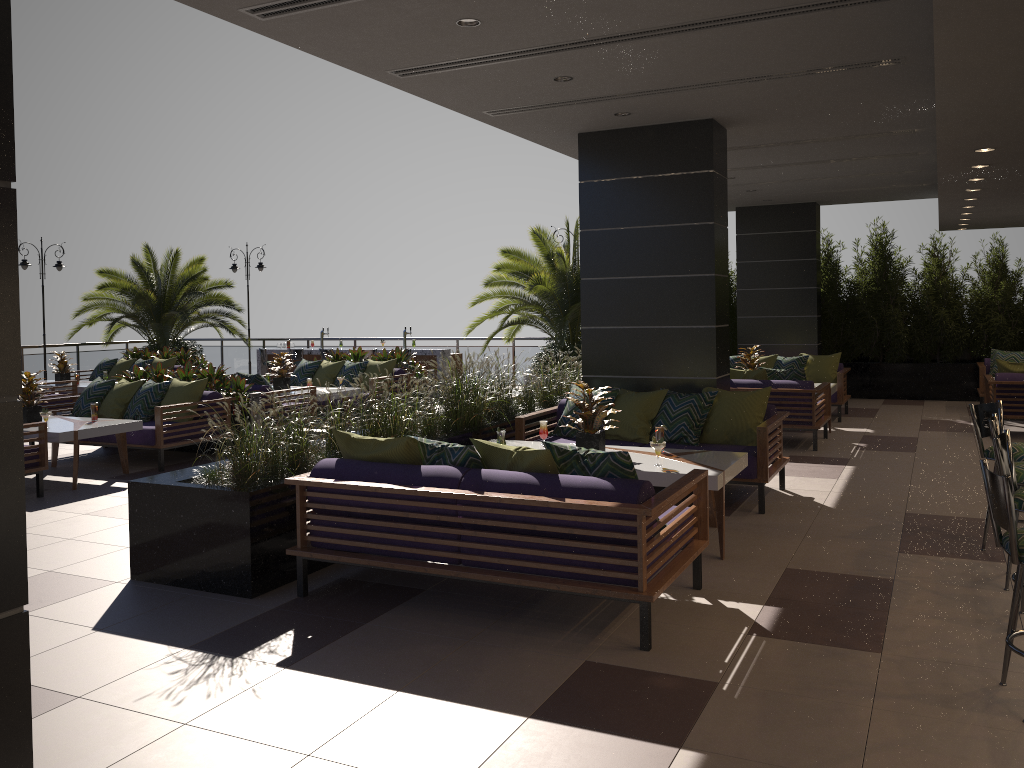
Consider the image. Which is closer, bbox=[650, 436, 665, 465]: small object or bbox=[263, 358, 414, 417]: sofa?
bbox=[650, 436, 665, 465]: small object

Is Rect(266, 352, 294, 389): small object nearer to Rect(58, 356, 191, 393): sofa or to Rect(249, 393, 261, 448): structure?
Rect(249, 393, 261, 448): structure

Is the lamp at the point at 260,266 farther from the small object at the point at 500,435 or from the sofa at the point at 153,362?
the small object at the point at 500,435

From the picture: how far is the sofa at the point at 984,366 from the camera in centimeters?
1270cm

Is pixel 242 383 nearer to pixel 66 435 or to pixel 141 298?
pixel 66 435

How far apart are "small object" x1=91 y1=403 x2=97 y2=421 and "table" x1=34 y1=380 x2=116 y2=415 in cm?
514

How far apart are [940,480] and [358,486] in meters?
5.7

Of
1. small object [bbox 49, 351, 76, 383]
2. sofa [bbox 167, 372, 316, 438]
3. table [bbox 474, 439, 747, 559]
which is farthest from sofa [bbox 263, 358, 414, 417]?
table [bbox 474, 439, 747, 559]

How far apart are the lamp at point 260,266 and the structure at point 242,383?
9.7 meters

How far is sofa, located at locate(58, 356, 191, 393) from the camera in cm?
1524
